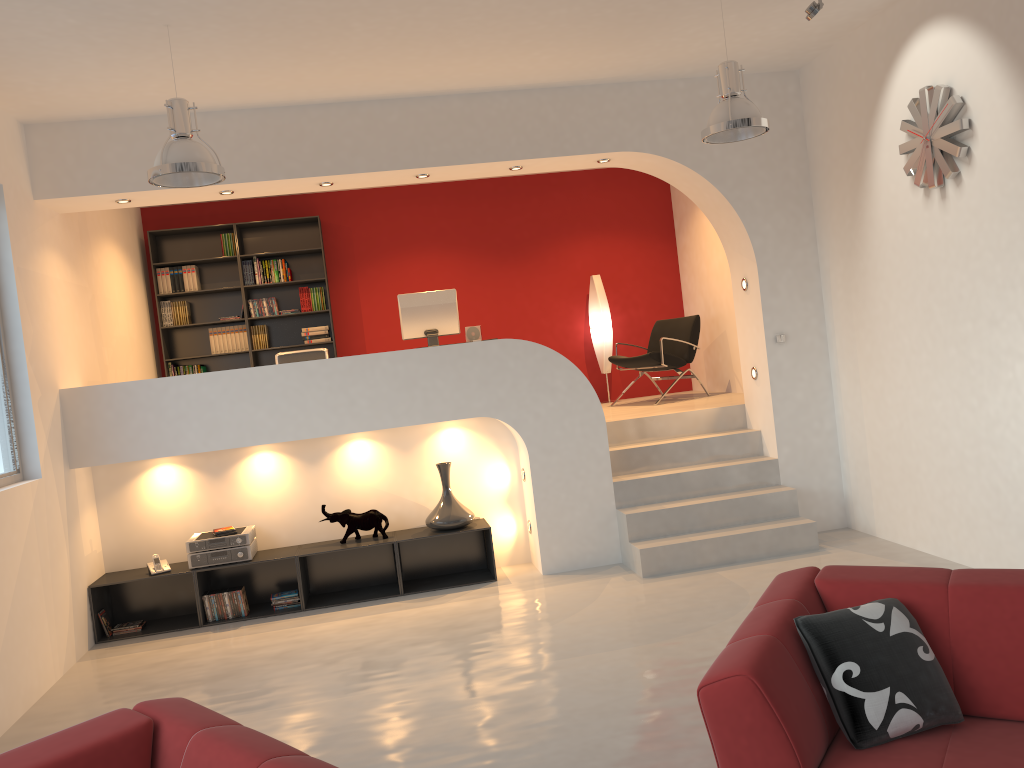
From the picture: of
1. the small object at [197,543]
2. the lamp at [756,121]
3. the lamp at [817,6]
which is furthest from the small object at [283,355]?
the lamp at [817,6]

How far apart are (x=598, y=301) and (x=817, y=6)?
4.5 meters

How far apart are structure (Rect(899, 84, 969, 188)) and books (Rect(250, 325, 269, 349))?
6.0 meters

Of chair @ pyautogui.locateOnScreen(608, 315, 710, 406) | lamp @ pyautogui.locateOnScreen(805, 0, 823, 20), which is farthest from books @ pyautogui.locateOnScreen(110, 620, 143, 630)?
lamp @ pyautogui.locateOnScreen(805, 0, 823, 20)

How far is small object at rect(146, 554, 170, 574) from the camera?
6.1 meters

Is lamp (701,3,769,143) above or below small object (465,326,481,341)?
above

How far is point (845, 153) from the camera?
6.2m

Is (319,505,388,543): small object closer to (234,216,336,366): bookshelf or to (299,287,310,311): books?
(234,216,336,366): bookshelf

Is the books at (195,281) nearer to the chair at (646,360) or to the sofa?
the chair at (646,360)

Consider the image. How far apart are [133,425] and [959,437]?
5.3m
